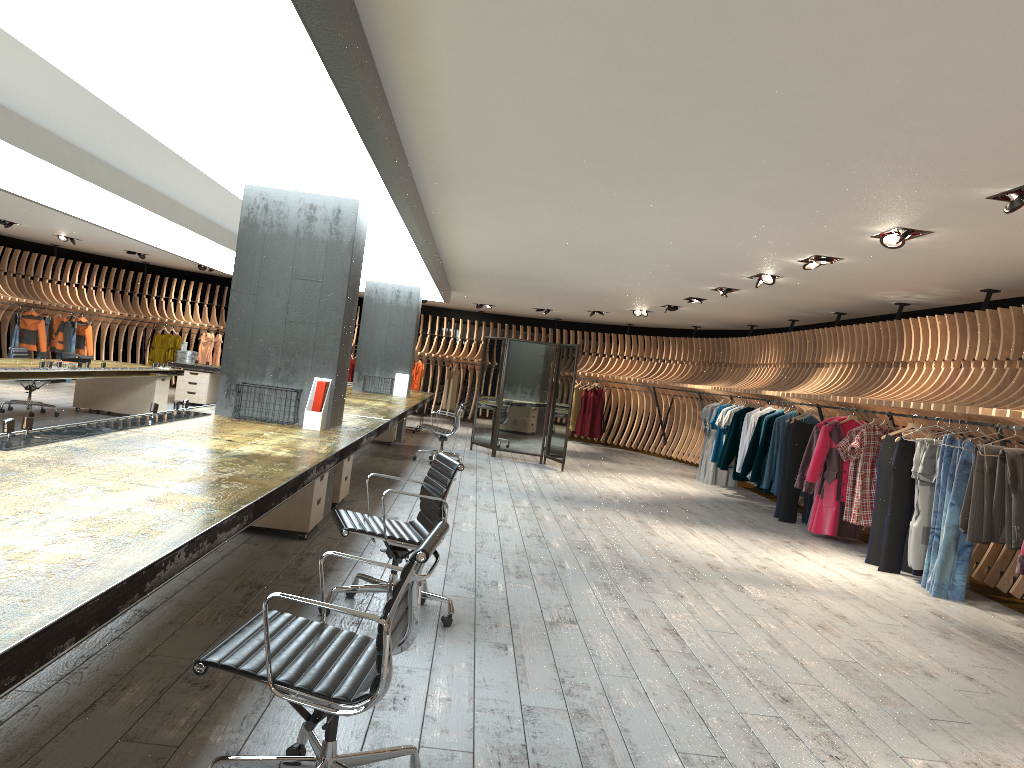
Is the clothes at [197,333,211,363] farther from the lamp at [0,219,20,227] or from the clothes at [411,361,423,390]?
the lamp at [0,219,20,227]

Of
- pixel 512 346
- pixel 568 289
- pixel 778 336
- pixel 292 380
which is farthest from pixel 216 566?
pixel 778 336

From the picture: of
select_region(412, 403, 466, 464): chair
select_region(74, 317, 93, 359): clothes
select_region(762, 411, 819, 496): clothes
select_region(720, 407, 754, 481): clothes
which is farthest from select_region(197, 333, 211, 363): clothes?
select_region(762, 411, 819, 496): clothes

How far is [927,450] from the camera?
7.65m

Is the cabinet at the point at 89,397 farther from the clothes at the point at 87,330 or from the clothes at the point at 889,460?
the clothes at the point at 889,460

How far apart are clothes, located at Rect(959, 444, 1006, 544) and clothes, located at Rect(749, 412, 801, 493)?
4.32m

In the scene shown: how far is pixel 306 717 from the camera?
2.4 meters

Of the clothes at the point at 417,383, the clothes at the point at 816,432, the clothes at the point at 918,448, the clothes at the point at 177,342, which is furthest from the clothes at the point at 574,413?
the clothes at the point at 918,448

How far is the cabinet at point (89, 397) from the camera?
12.74m

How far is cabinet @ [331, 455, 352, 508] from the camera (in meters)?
7.57
